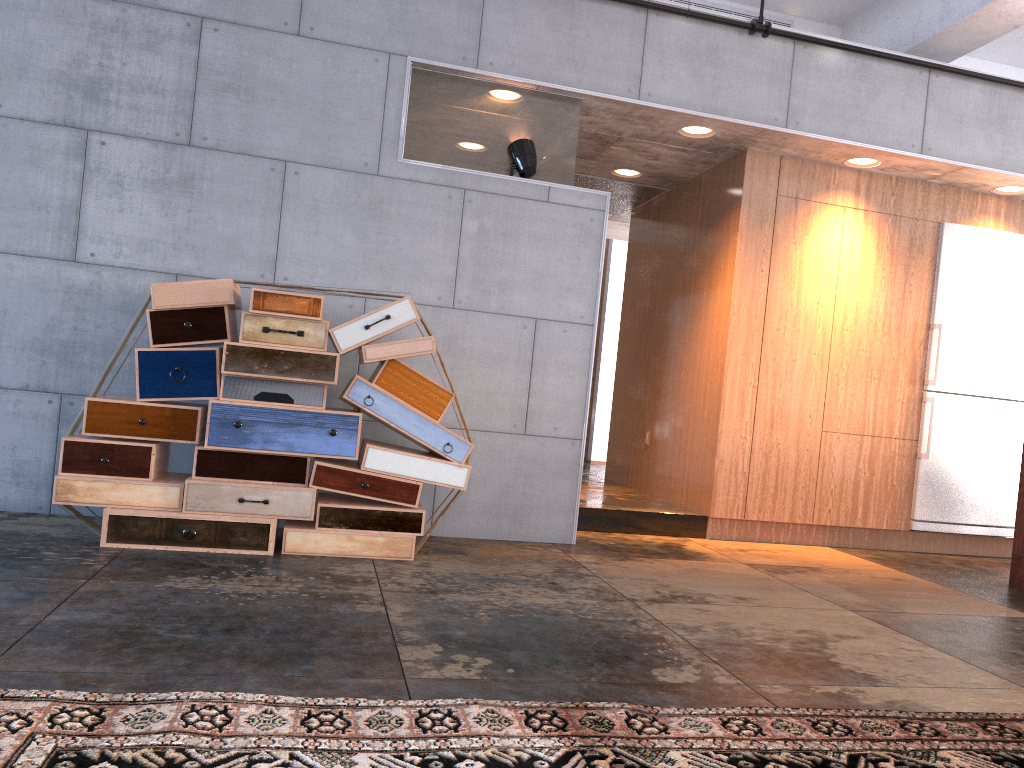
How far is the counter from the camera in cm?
526

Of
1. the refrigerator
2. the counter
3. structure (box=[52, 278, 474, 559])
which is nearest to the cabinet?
the refrigerator

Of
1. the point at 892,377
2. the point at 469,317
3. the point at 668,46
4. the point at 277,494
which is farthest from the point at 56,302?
the point at 892,377

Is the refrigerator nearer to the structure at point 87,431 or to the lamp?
the lamp

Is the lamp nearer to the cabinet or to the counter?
the cabinet

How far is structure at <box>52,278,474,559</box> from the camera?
4.1 meters

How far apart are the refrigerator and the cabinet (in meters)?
0.04

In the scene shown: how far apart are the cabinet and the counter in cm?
109

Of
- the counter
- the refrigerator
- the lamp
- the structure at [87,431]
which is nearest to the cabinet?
the refrigerator

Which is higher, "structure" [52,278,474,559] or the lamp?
the lamp
